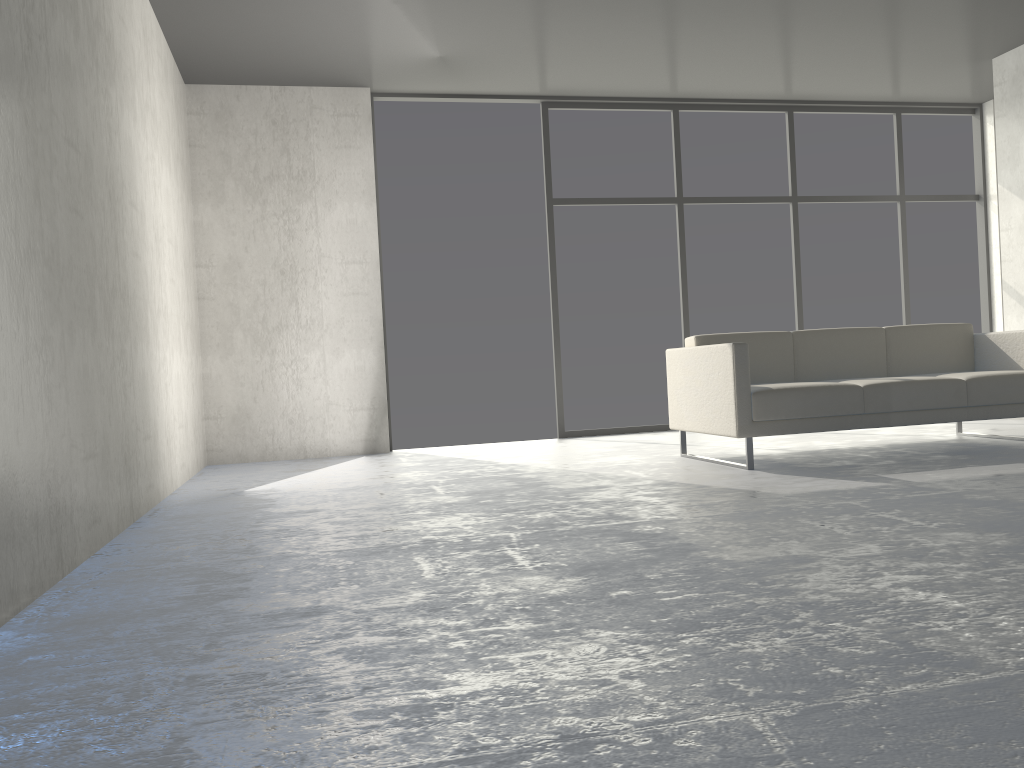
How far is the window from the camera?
6.5 meters

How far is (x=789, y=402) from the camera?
4.1m

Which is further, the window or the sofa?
the window

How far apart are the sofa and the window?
1.8m

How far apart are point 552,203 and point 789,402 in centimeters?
295cm

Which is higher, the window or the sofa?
the window

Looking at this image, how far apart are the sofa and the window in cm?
177

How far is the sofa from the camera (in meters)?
4.11
